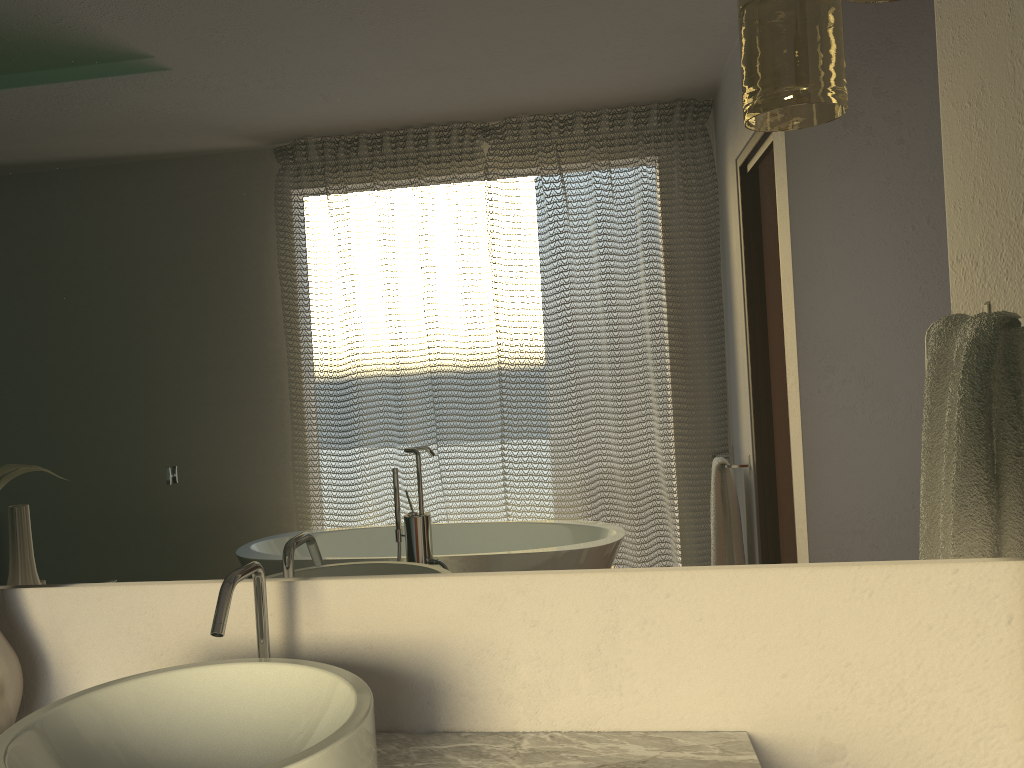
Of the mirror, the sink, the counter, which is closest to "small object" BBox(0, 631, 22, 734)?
the mirror

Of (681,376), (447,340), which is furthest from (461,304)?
(681,376)

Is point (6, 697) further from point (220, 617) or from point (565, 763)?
point (565, 763)

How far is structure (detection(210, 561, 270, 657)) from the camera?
0.9m

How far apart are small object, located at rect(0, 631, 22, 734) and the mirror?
0.07m

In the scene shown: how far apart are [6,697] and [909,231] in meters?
1.2 m

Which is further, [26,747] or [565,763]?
[565,763]

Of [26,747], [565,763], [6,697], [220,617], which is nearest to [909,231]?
[565,763]

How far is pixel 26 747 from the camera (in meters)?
0.83

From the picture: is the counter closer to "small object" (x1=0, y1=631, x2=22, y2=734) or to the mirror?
the mirror
